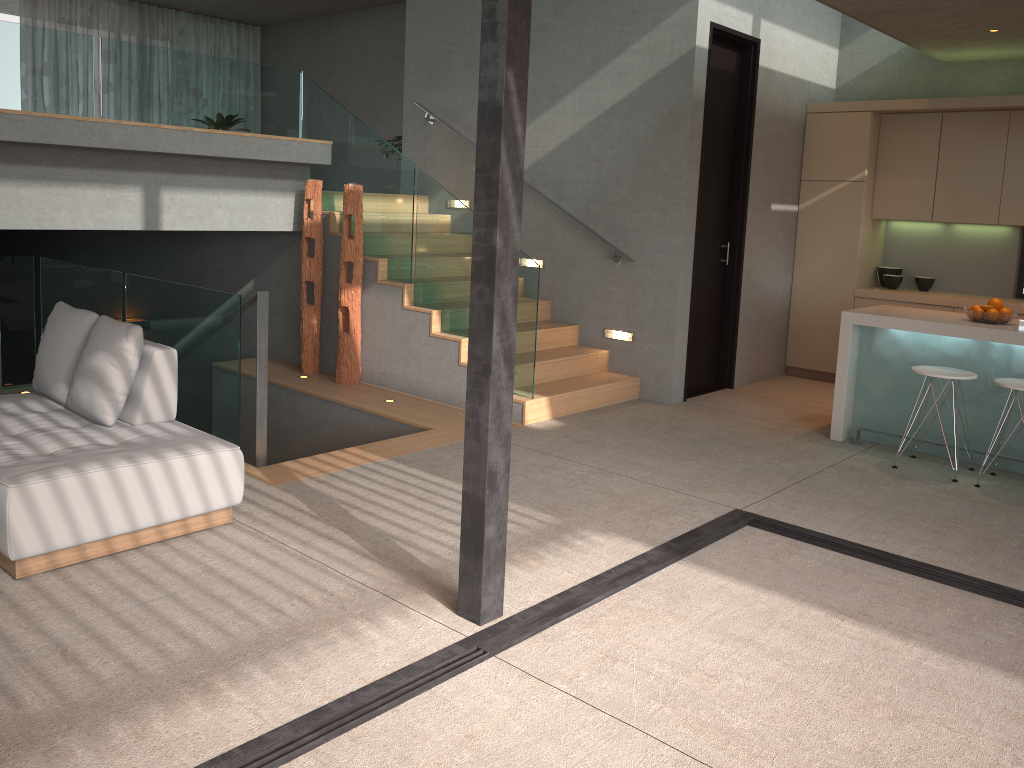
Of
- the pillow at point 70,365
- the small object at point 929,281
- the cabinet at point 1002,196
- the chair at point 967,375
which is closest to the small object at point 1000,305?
the chair at point 967,375

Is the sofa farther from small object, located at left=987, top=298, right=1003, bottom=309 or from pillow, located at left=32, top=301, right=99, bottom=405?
small object, located at left=987, top=298, right=1003, bottom=309

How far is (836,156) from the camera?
7.9 meters

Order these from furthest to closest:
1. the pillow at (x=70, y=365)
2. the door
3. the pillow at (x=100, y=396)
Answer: the door → the pillow at (x=70, y=365) → the pillow at (x=100, y=396)

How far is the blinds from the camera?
12.4m

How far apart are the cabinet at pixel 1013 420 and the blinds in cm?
1148

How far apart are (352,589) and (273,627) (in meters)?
0.41

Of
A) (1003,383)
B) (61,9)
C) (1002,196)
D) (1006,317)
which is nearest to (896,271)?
(1002,196)

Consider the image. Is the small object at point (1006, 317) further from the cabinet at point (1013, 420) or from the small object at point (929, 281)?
the small object at point (929, 281)

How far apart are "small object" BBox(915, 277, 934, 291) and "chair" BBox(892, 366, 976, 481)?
2.7m
